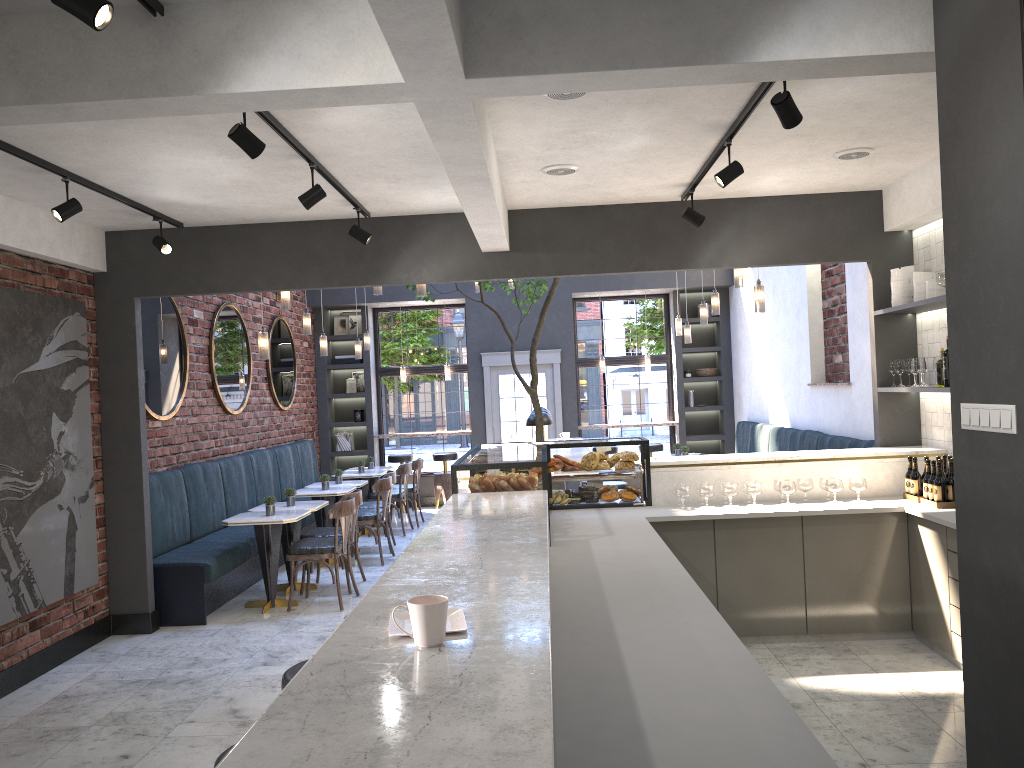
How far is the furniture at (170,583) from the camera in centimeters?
675cm

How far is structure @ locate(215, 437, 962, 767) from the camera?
1.5 meters

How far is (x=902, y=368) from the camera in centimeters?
614cm

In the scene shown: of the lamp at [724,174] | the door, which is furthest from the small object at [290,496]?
the door

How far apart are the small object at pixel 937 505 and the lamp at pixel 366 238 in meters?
4.0 m

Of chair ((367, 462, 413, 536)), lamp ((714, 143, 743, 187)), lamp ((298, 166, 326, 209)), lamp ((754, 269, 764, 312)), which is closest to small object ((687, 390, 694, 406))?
chair ((367, 462, 413, 536))

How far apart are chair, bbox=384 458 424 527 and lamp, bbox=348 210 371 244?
5.6m

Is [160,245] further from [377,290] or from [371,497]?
[371,497]

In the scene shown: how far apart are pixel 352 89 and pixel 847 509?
4.06m

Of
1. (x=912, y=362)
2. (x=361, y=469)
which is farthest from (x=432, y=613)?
(x=361, y=469)
